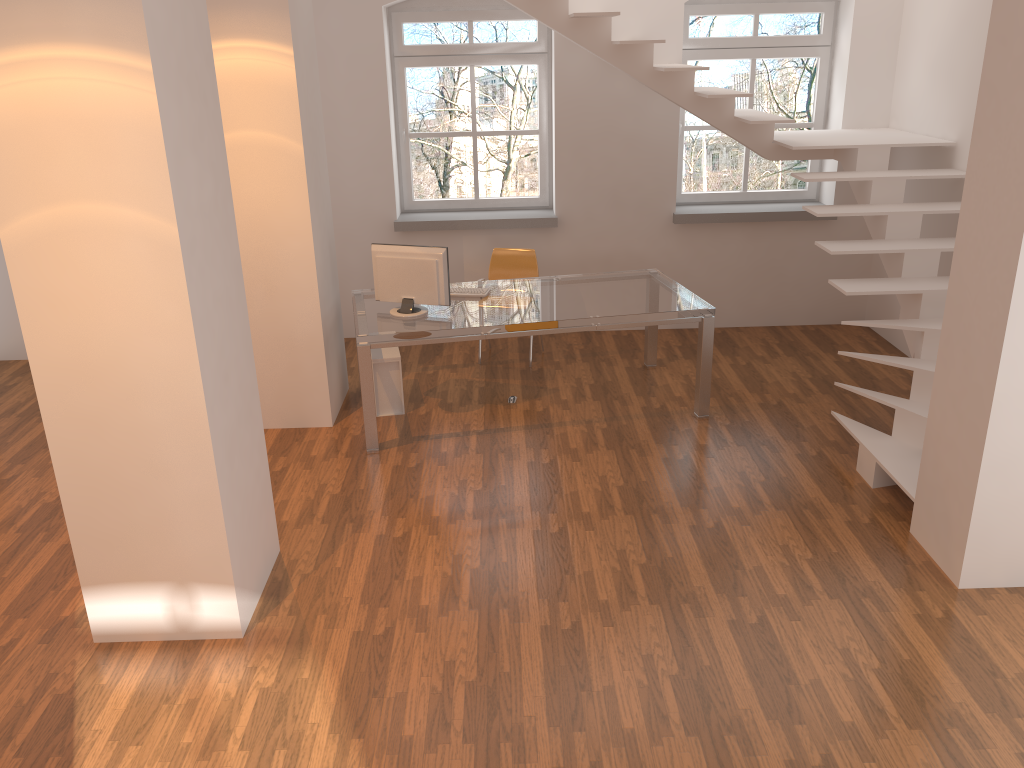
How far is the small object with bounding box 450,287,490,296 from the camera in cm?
595

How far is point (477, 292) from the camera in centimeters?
595cm

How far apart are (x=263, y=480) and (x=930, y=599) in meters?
3.1 m

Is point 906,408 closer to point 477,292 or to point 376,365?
point 477,292

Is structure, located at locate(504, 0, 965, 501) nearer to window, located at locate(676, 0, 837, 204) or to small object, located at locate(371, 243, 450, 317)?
window, located at locate(676, 0, 837, 204)

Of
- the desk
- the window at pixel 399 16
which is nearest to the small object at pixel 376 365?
the desk

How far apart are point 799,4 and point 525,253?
3.0m

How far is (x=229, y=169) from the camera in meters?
5.2

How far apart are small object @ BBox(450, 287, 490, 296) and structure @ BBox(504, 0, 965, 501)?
1.9 meters

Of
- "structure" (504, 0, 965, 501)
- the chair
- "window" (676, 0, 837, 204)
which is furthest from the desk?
"window" (676, 0, 837, 204)
